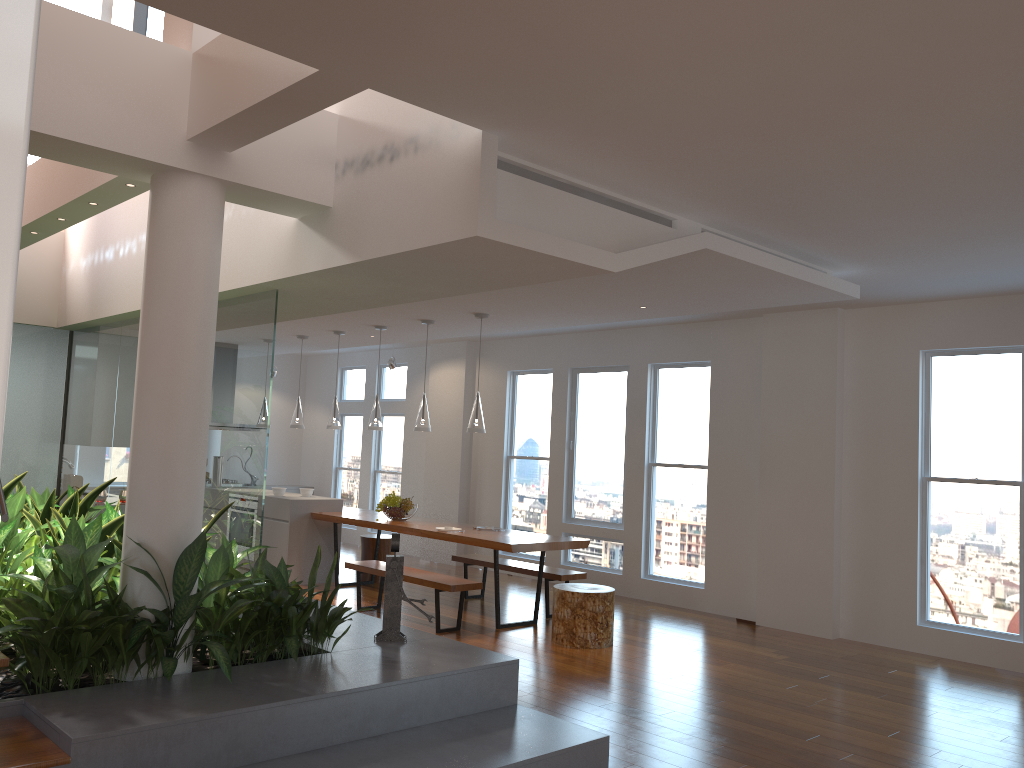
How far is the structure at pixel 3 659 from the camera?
3.3 meters

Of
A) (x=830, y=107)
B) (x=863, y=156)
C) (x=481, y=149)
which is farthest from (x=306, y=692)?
(x=863, y=156)

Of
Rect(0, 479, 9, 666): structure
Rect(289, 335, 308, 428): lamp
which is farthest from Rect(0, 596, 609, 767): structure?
Rect(289, 335, 308, 428): lamp

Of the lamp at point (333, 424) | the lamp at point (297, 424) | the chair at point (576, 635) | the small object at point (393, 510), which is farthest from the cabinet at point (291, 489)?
the chair at point (576, 635)

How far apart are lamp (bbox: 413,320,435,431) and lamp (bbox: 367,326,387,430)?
0.7m

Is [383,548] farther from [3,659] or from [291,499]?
[3,659]

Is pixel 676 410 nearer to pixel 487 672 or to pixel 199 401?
pixel 487 672

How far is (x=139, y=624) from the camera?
3.7m

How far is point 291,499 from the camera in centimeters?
863cm

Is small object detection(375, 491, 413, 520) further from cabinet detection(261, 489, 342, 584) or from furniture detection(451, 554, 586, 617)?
cabinet detection(261, 489, 342, 584)
